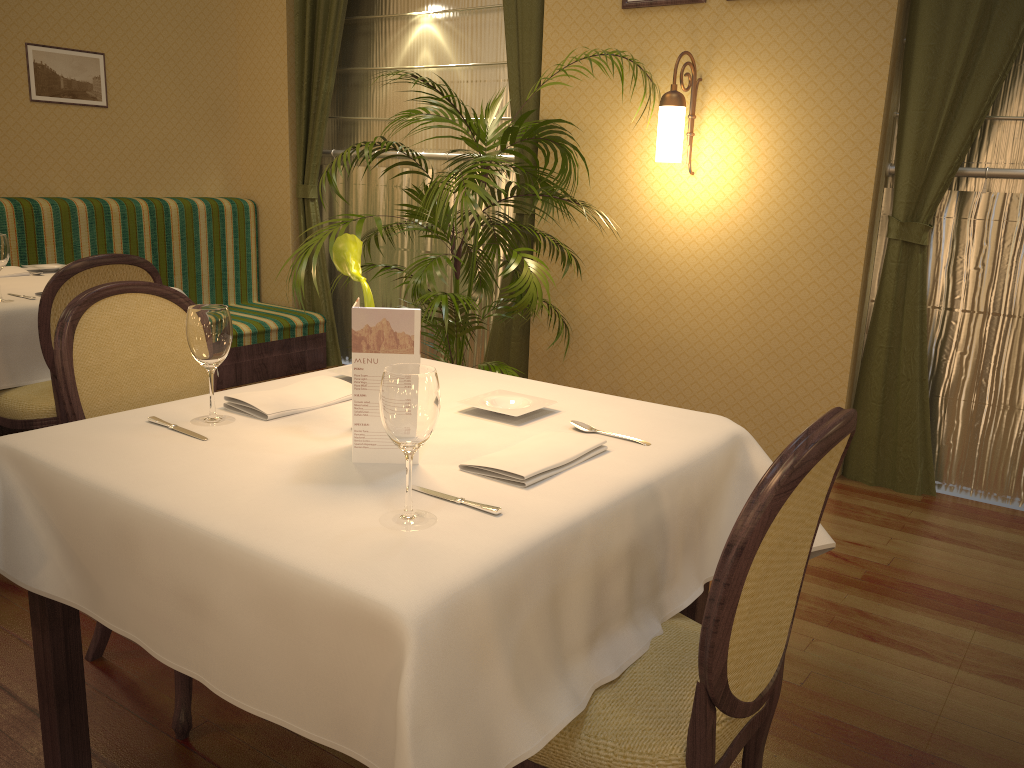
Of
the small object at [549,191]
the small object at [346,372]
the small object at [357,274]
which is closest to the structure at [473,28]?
the small object at [549,191]

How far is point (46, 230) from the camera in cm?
469

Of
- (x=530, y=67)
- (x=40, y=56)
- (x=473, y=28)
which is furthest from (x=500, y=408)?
(x=40, y=56)

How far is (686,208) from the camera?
4.1m

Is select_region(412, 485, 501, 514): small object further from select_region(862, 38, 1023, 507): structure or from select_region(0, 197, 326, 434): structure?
select_region(0, 197, 326, 434): structure

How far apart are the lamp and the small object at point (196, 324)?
2.5 meters

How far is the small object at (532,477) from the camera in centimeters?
148cm

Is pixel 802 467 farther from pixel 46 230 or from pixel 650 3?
pixel 46 230

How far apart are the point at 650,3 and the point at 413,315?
3.1m

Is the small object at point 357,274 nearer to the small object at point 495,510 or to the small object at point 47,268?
the small object at point 495,510
